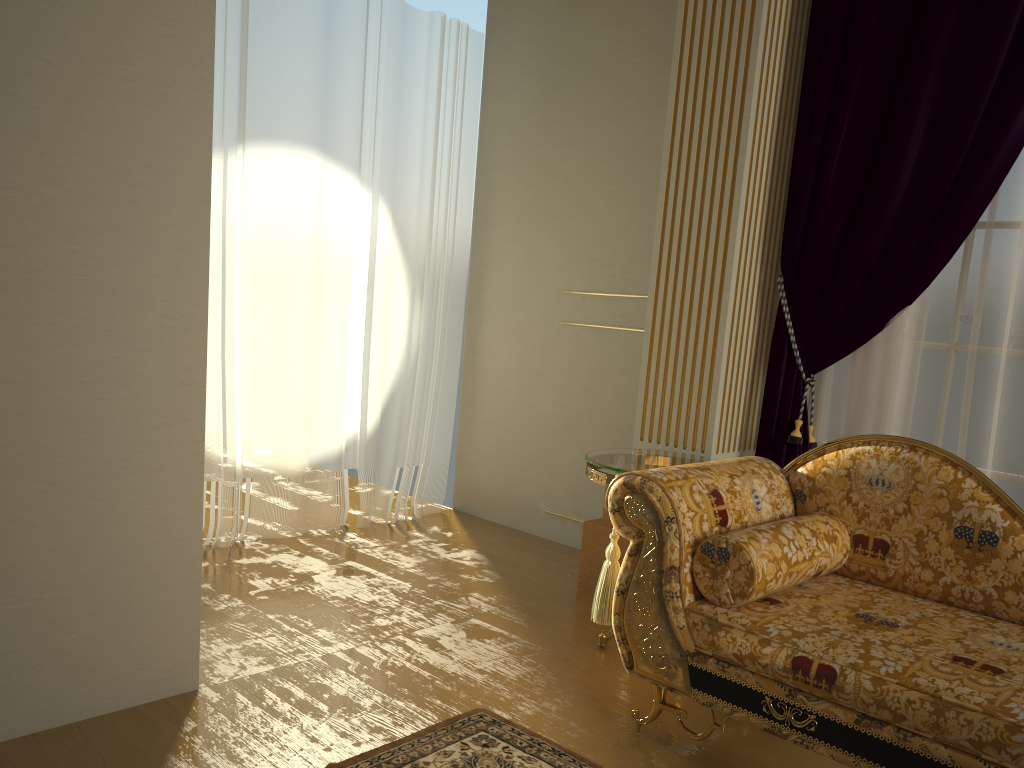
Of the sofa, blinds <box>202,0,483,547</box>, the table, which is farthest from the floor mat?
blinds <box>202,0,483,547</box>

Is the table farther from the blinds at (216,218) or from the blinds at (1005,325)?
the blinds at (216,218)

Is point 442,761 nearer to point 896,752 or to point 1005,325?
point 896,752

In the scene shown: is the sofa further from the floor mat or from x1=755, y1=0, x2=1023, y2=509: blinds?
x1=755, y1=0, x2=1023, y2=509: blinds

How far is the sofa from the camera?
1.9 meters

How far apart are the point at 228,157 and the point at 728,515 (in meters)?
2.53

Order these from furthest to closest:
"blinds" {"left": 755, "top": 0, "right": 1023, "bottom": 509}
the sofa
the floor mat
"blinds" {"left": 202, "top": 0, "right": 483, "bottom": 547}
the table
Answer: "blinds" {"left": 202, "top": 0, "right": 483, "bottom": 547} → the table → "blinds" {"left": 755, "top": 0, "right": 1023, "bottom": 509} → the floor mat → the sofa

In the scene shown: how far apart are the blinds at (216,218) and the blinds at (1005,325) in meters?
1.8

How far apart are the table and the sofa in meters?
0.4 m

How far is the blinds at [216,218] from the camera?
3.73m
